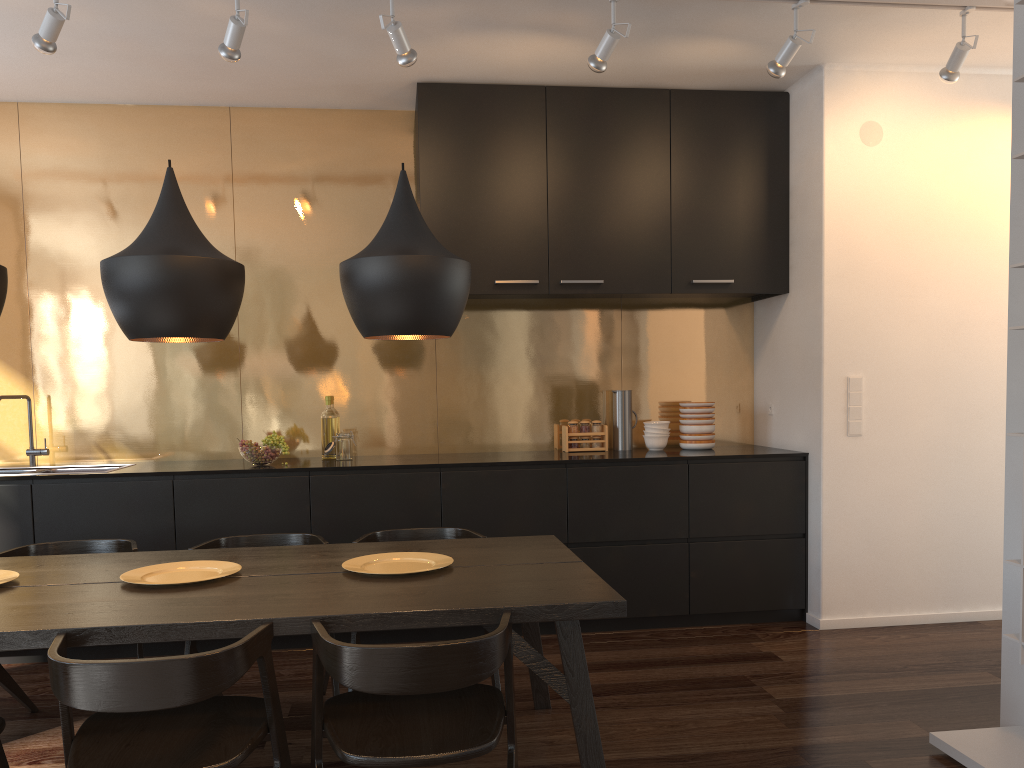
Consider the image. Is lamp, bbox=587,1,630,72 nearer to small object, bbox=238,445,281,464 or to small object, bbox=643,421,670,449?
small object, bbox=643,421,670,449

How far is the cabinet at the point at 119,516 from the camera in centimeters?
411cm

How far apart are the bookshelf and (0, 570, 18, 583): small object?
3.1 meters

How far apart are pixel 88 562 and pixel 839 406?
3.4 meters

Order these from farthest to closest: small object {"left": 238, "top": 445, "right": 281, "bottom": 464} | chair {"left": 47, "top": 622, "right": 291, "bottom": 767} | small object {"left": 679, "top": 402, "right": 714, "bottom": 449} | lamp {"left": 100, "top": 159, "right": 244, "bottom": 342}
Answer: small object {"left": 679, "top": 402, "right": 714, "bottom": 449}, small object {"left": 238, "top": 445, "right": 281, "bottom": 464}, lamp {"left": 100, "top": 159, "right": 244, "bottom": 342}, chair {"left": 47, "top": 622, "right": 291, "bottom": 767}

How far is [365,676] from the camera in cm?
196

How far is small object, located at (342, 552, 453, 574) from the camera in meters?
2.8 m

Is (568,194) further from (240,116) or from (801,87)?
(240,116)

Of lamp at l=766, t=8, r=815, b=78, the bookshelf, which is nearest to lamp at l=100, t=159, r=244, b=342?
lamp at l=766, t=8, r=815, b=78

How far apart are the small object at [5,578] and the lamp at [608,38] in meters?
2.8 m
